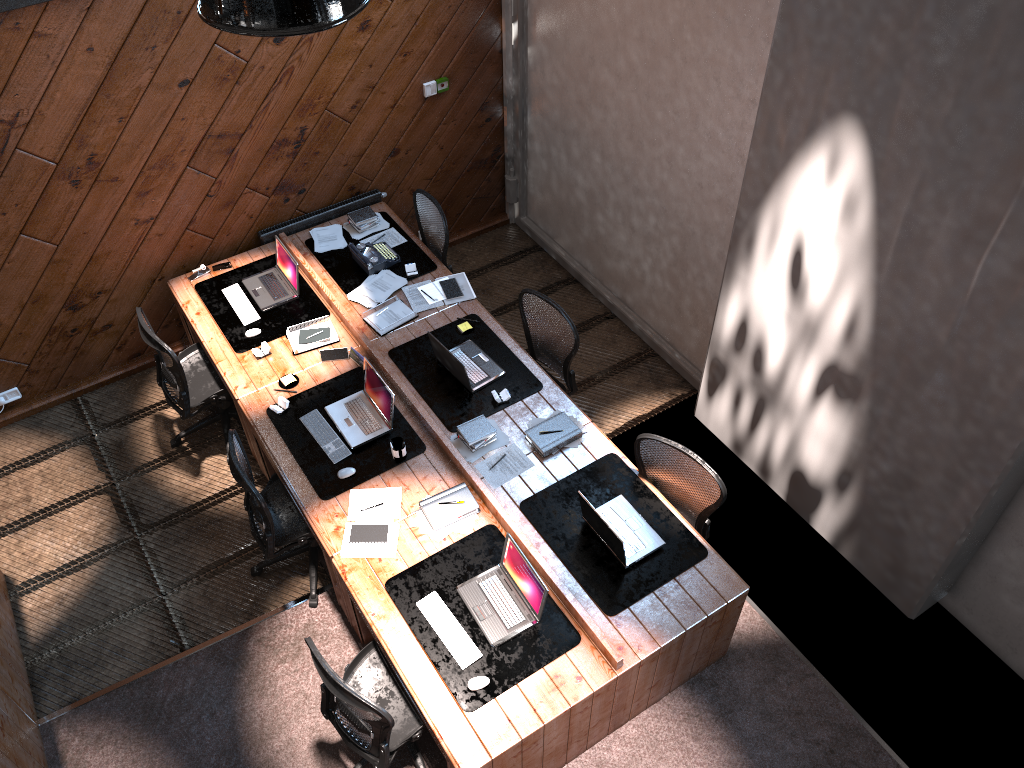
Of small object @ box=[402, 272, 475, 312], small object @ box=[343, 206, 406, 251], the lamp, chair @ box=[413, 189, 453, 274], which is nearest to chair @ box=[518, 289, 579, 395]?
small object @ box=[402, 272, 475, 312]

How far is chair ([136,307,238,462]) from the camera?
5.5m

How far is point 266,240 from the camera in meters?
6.6

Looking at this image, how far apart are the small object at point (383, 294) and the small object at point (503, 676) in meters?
2.0

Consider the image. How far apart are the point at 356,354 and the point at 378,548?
1.5 meters

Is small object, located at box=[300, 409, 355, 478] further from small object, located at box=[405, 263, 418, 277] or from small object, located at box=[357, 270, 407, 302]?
small object, located at box=[405, 263, 418, 277]

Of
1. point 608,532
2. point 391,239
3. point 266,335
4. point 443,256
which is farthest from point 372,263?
point 608,532

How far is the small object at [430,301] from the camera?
6.1 meters

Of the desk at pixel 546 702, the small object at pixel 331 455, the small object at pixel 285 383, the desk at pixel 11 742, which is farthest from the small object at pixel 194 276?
the desk at pixel 11 742

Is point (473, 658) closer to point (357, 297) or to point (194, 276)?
point (357, 297)
